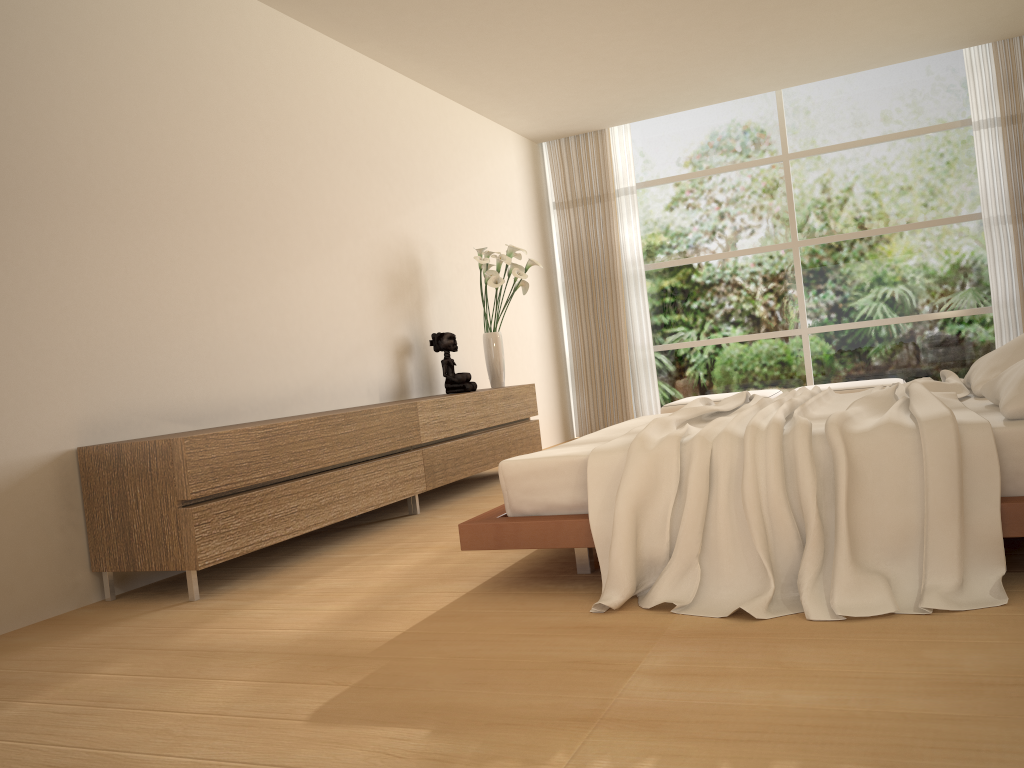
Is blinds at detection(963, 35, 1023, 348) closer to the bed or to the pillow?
the bed

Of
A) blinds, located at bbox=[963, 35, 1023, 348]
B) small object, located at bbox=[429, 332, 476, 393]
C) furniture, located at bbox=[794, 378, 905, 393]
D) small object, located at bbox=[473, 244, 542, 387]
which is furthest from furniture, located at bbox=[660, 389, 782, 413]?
small object, located at bbox=[429, 332, 476, 393]

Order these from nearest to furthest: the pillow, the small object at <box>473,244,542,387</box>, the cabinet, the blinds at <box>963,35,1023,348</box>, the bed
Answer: the bed
the pillow
the cabinet
the small object at <box>473,244,542,387</box>
the blinds at <box>963,35,1023,348</box>

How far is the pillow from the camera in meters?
2.6

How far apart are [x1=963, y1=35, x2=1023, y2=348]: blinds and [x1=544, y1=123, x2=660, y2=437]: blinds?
3.1m

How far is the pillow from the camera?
2.65m

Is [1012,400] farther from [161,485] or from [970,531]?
[161,485]

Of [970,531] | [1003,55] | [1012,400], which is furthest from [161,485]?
[1003,55]

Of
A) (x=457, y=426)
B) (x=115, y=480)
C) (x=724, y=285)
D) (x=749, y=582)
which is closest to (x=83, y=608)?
(x=115, y=480)

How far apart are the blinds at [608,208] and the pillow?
5.1m
